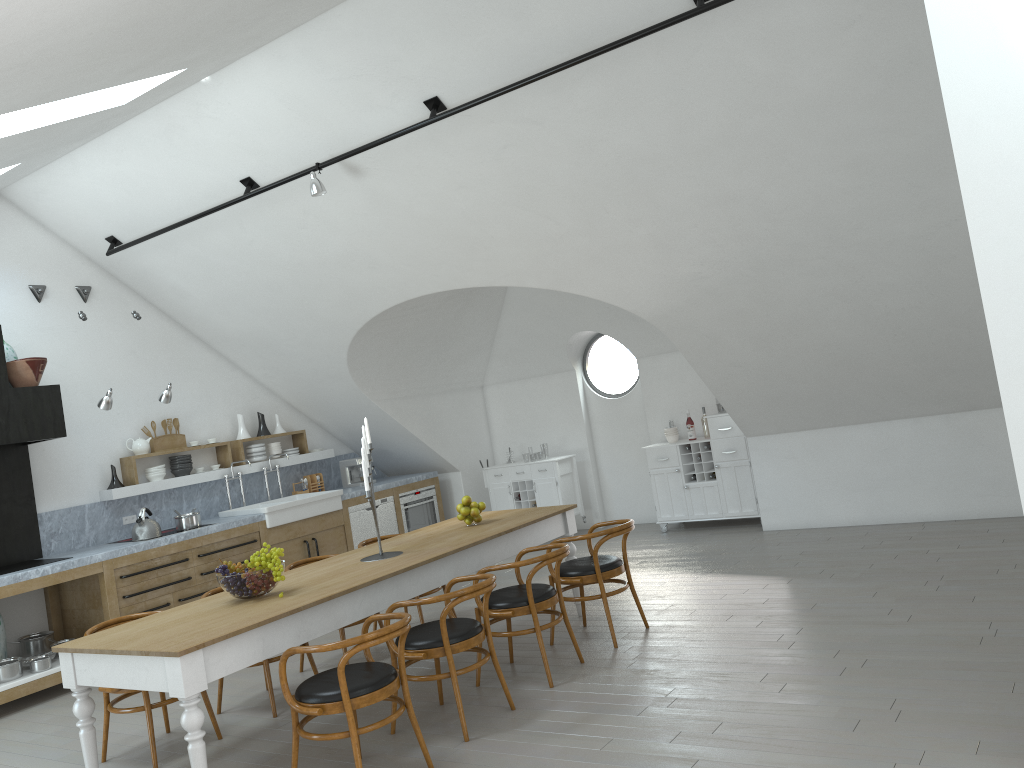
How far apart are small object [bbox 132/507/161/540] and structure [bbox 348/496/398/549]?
2.1m

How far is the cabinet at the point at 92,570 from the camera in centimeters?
694cm

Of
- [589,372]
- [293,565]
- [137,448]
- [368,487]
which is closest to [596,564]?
[368,487]

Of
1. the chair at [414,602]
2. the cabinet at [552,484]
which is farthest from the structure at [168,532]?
the chair at [414,602]

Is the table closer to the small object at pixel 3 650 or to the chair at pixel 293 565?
the chair at pixel 293 565

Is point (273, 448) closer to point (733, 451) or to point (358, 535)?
point (358, 535)

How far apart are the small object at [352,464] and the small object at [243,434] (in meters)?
1.25

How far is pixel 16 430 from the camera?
6.8 meters

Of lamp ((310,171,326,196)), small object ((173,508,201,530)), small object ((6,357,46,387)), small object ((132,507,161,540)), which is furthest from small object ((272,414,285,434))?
lamp ((310,171,326,196))

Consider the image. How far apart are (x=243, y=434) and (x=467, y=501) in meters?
4.0 m
